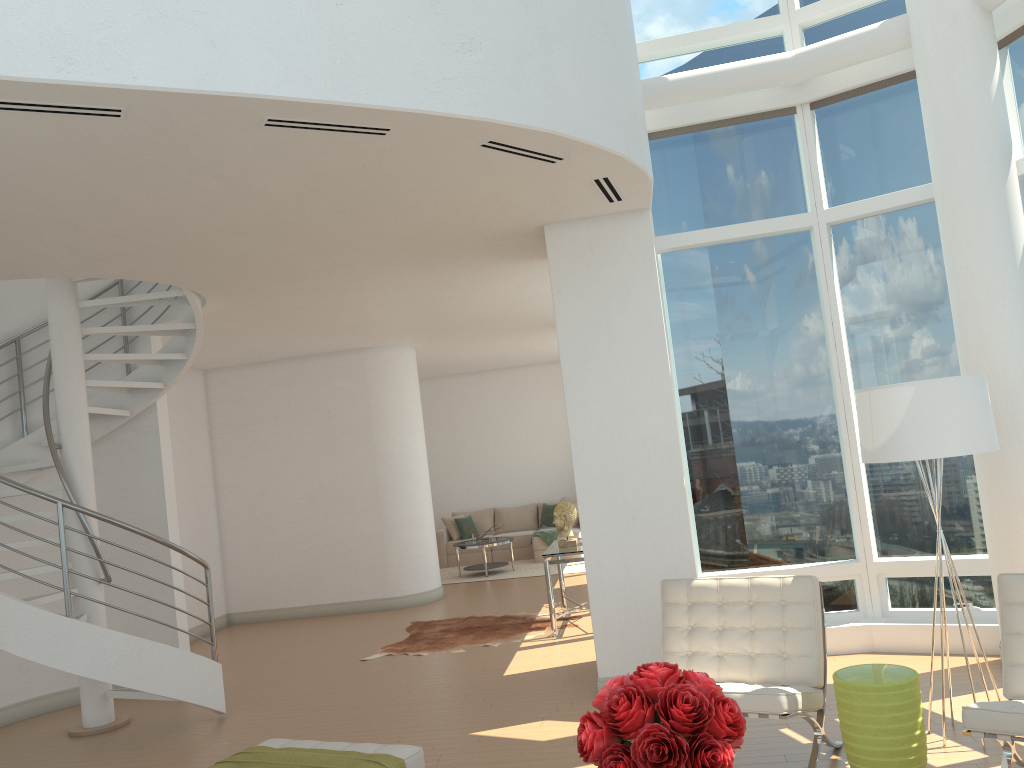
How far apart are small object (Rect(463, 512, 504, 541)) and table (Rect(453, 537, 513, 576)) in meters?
0.2 m

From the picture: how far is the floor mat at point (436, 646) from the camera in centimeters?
863cm

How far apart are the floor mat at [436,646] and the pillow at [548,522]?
5.37m

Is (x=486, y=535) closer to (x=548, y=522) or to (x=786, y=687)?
(x=548, y=522)

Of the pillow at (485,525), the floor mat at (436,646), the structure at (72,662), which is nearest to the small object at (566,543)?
the floor mat at (436,646)

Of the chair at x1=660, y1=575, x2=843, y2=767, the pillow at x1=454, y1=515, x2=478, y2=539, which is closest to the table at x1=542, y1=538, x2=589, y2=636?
the chair at x1=660, y1=575, x2=843, y2=767

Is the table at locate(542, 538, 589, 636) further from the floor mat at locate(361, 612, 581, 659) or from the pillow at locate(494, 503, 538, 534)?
the pillow at locate(494, 503, 538, 534)

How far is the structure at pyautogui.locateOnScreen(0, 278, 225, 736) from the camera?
6.1m

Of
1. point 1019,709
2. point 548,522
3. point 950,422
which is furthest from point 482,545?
point 1019,709

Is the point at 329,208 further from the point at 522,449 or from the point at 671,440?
the point at 522,449
